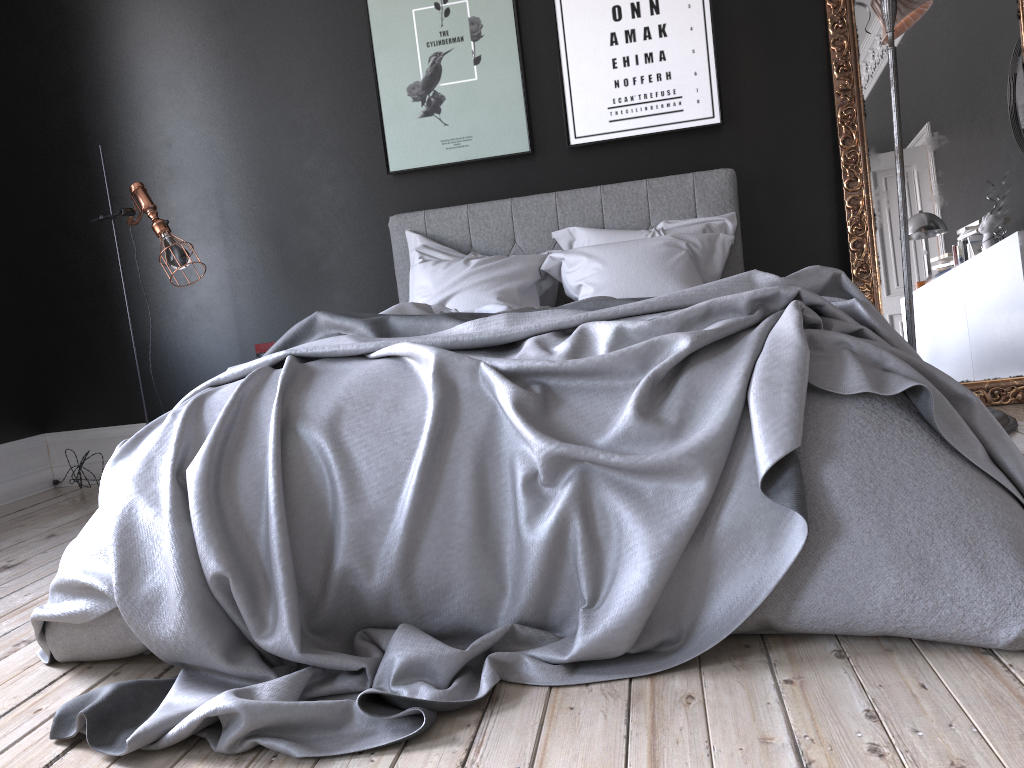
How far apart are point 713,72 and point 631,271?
1.3 meters

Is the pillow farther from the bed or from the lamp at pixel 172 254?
the lamp at pixel 172 254

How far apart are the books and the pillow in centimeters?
74cm

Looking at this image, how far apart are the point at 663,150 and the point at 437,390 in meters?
2.9 m

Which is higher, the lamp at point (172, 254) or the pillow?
the lamp at point (172, 254)

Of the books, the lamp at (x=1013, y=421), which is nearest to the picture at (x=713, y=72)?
the lamp at (x=1013, y=421)

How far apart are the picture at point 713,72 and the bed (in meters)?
0.27

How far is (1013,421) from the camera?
3.69m

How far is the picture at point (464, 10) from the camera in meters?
4.6

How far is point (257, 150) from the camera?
4.9 meters
